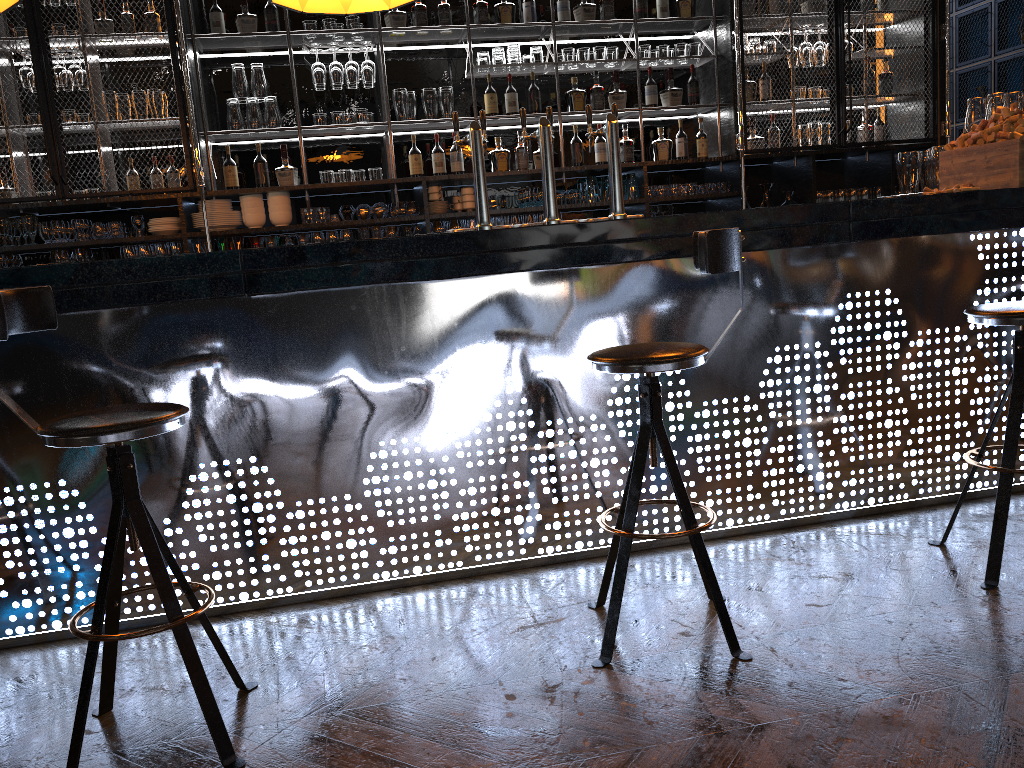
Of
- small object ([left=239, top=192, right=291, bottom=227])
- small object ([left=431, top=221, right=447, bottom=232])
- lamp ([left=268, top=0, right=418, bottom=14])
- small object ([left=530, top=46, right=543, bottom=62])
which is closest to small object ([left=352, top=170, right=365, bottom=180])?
small object ([left=239, top=192, right=291, bottom=227])

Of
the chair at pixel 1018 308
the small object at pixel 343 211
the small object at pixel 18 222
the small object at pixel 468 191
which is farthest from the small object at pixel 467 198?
the chair at pixel 1018 308

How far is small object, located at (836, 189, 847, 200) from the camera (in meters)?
6.27

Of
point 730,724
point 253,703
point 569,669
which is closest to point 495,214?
point 569,669

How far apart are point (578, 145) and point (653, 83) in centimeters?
69cm

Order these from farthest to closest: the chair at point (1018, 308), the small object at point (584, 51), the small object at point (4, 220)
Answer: the small object at point (584, 51) → the small object at point (4, 220) → the chair at point (1018, 308)

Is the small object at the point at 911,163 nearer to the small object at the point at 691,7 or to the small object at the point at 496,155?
Result: the small object at the point at 691,7

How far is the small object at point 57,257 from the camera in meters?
5.3 m

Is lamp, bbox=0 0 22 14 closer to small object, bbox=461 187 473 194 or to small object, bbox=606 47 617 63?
small object, bbox=461 187 473 194

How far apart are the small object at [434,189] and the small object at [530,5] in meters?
1.3
